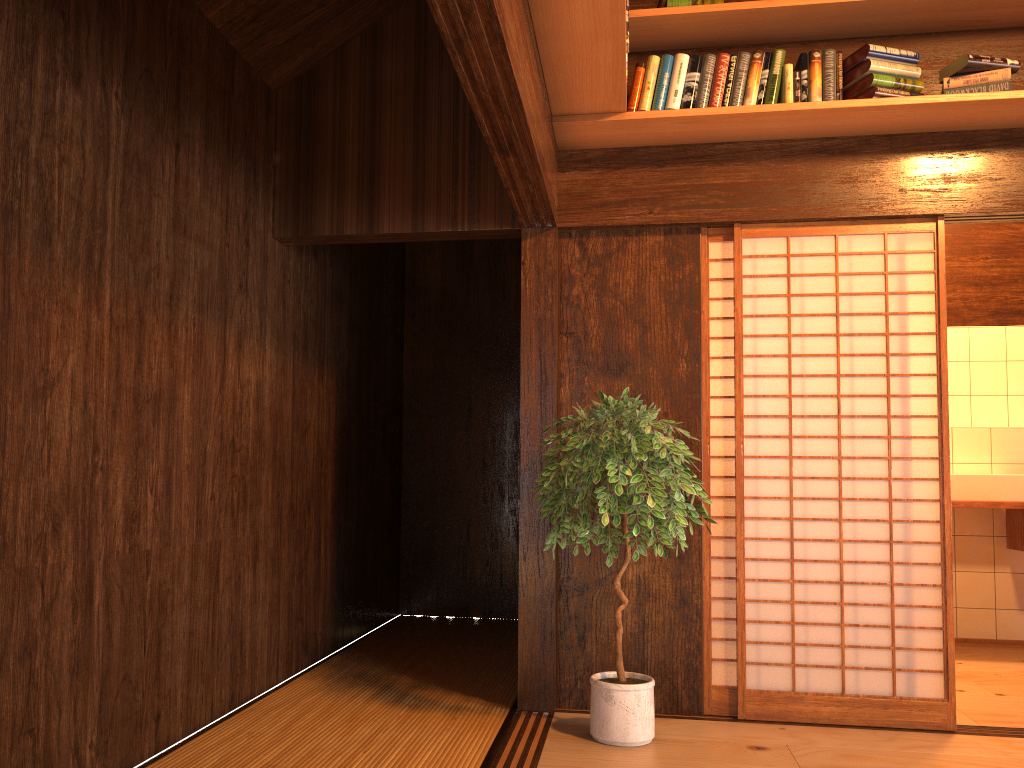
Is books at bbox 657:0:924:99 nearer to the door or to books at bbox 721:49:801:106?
books at bbox 721:49:801:106

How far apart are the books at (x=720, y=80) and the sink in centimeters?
272cm

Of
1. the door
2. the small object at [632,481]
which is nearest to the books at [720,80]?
the door

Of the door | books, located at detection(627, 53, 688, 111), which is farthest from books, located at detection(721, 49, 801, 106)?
the door

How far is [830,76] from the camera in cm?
346

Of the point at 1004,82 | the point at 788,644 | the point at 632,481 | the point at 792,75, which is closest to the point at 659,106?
the point at 792,75

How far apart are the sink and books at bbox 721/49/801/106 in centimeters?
258cm

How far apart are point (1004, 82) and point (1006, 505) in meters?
2.5

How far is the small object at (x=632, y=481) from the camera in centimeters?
307cm

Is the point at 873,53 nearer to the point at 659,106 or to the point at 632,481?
the point at 659,106
